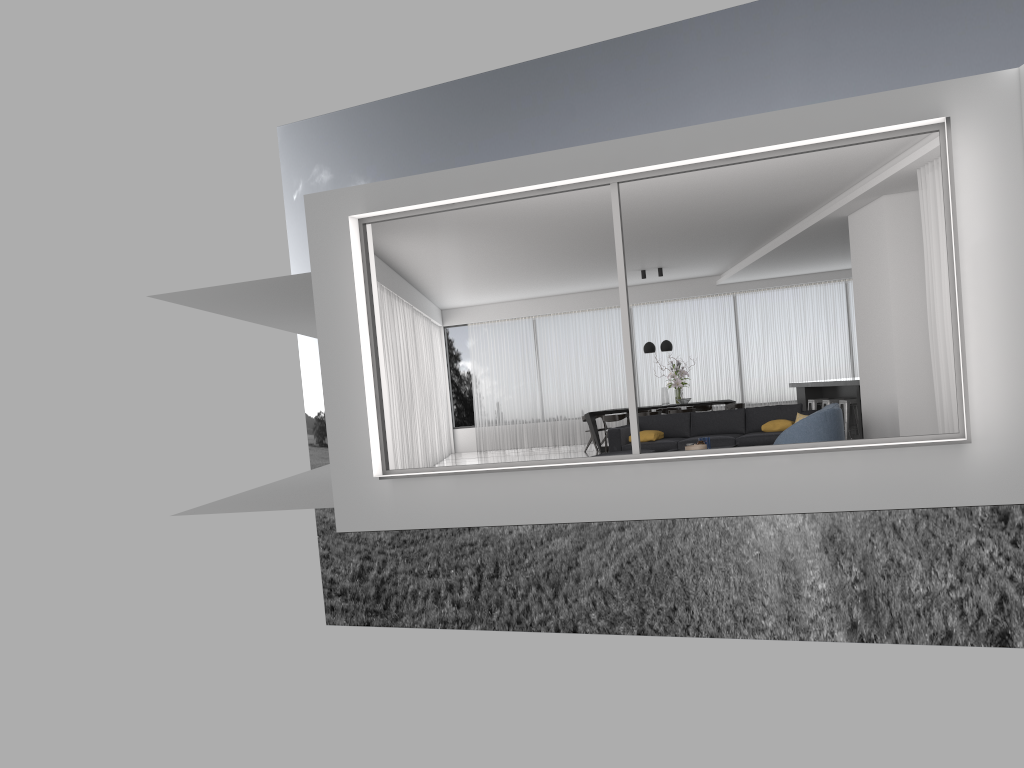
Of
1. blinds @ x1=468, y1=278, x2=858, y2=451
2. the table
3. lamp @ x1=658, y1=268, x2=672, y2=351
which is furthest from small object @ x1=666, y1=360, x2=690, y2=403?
blinds @ x1=468, y1=278, x2=858, y2=451

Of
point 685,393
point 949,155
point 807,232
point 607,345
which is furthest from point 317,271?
point 607,345

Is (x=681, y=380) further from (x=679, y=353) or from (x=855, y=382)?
(x=855, y=382)

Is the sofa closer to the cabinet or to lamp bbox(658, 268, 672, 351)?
the cabinet

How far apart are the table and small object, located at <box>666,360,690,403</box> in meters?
1.5

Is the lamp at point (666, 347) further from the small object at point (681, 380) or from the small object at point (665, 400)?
the small object at point (665, 400)

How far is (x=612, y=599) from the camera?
33.78m

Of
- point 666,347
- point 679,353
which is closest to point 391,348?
point 666,347

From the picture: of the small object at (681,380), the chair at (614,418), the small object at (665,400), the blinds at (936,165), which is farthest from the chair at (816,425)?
the small object at (665,400)

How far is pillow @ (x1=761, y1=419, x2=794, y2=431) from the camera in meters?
10.8 m
